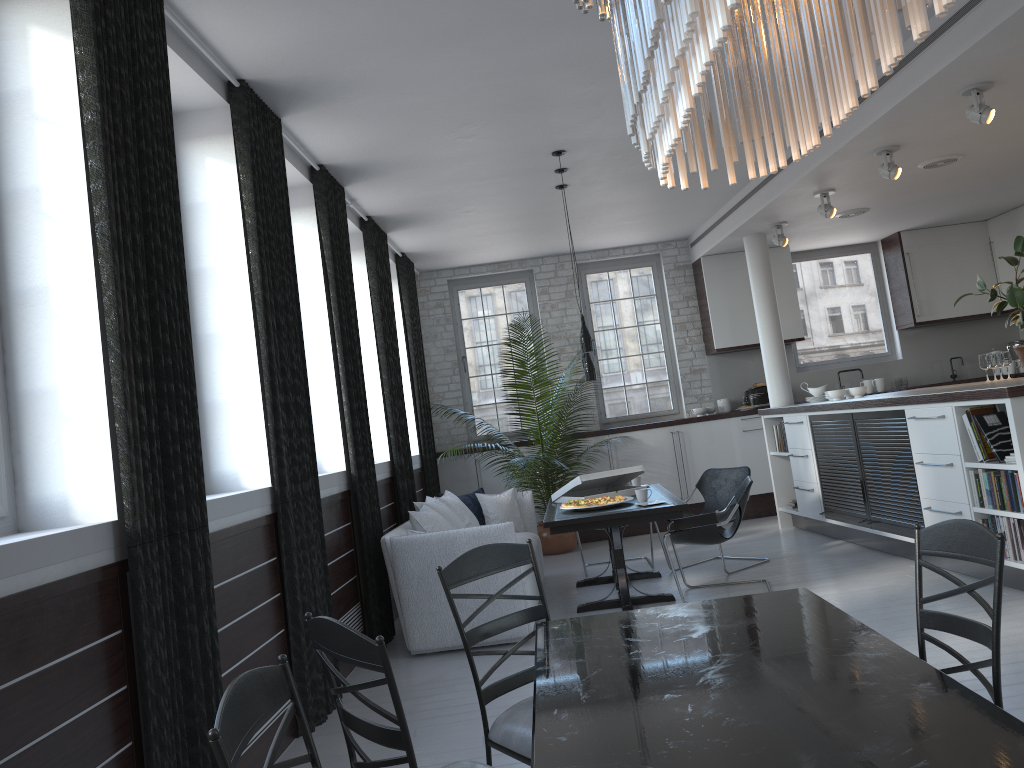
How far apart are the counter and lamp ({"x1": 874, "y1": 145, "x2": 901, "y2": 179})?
1.6m

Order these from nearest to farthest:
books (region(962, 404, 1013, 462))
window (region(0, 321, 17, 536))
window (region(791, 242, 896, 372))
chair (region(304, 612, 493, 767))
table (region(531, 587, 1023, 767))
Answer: table (region(531, 587, 1023, 767))
chair (region(304, 612, 493, 767))
window (region(0, 321, 17, 536))
books (region(962, 404, 1013, 462))
window (region(791, 242, 896, 372))

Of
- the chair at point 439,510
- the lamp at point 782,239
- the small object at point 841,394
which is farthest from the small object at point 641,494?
the lamp at point 782,239

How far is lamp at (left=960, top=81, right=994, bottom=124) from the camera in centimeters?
525cm

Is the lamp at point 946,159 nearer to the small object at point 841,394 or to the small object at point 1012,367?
the small object at point 841,394

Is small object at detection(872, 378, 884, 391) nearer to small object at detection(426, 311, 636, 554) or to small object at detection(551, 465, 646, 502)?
small object at detection(426, 311, 636, 554)

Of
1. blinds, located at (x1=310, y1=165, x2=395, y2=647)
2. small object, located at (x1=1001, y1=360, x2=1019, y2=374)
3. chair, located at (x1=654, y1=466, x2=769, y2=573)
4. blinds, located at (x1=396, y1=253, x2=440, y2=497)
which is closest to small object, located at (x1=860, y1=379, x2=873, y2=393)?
small object, located at (x1=1001, y1=360, x2=1019, y2=374)

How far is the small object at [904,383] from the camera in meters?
10.2 m

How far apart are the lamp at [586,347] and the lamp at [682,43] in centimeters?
481cm

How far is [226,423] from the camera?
4.5 meters
